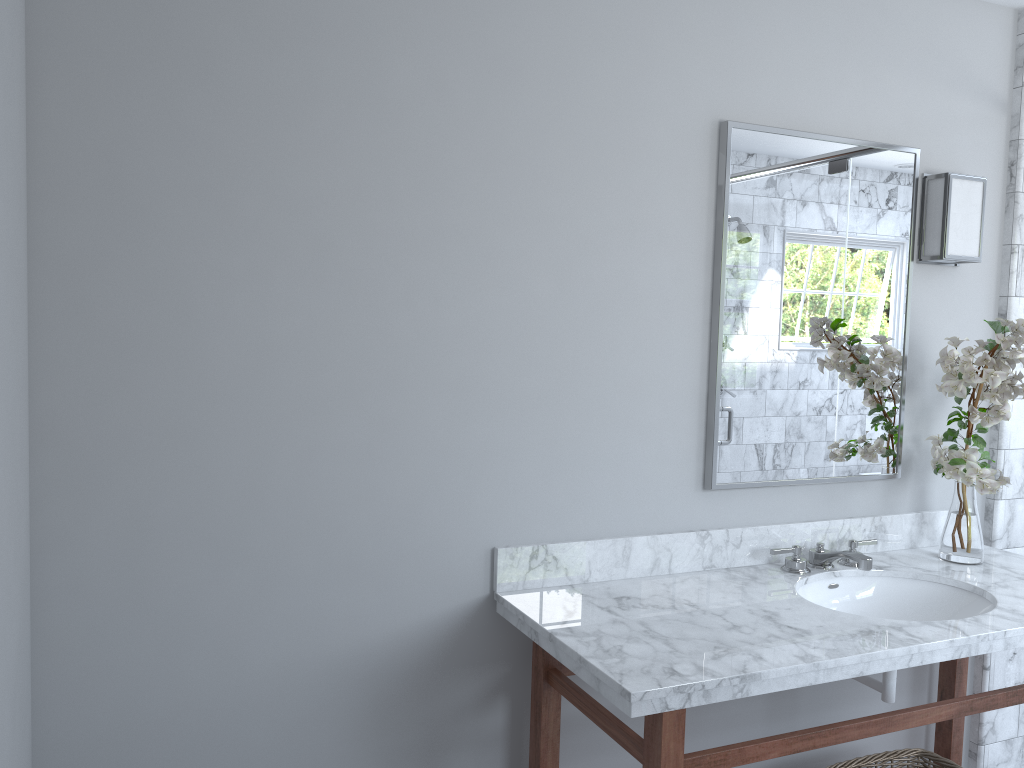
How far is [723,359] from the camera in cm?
237

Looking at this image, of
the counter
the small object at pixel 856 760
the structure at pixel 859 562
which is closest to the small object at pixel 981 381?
the counter

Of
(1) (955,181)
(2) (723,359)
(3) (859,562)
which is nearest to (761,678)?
(3) (859,562)

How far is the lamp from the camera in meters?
2.6

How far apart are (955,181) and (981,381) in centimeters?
62cm

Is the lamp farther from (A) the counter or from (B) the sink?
(B) the sink

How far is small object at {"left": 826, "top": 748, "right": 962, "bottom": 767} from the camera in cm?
244

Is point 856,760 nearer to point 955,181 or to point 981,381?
point 981,381

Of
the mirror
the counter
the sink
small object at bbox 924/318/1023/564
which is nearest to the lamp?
the mirror

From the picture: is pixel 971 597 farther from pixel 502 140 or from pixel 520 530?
pixel 502 140
